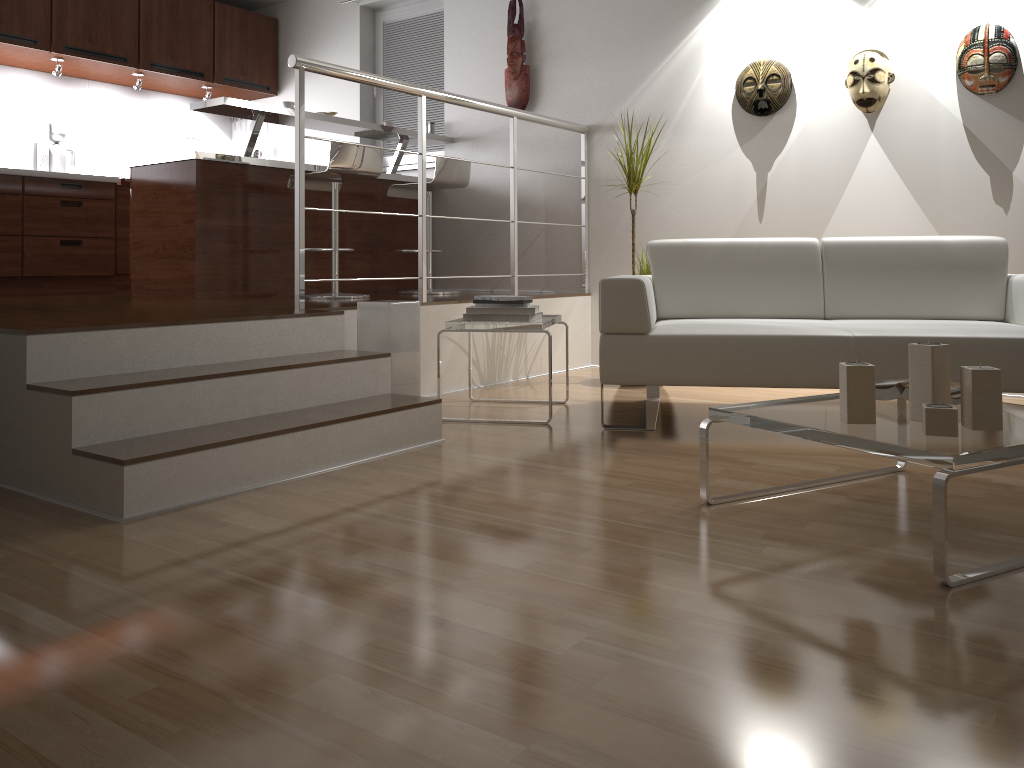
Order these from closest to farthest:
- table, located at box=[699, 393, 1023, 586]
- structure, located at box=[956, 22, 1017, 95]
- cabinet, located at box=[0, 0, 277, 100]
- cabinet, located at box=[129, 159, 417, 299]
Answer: table, located at box=[699, 393, 1023, 586] < structure, located at box=[956, 22, 1017, 95] < cabinet, located at box=[129, 159, 417, 299] < cabinet, located at box=[0, 0, 277, 100]

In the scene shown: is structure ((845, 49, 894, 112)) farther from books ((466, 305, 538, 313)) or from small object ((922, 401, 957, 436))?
small object ((922, 401, 957, 436))

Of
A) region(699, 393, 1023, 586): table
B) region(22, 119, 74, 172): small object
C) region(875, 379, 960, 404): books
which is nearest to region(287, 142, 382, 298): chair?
region(22, 119, 74, 172): small object

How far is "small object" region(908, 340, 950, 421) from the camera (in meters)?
2.07

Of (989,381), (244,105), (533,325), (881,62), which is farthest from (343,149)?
(989,381)

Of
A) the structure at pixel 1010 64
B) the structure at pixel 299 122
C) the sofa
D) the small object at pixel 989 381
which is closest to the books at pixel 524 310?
the sofa

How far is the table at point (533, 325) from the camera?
3.5 meters

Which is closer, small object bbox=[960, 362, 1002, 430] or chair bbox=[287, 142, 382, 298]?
small object bbox=[960, 362, 1002, 430]

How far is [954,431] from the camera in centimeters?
192cm

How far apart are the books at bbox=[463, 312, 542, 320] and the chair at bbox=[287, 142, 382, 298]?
1.38m
